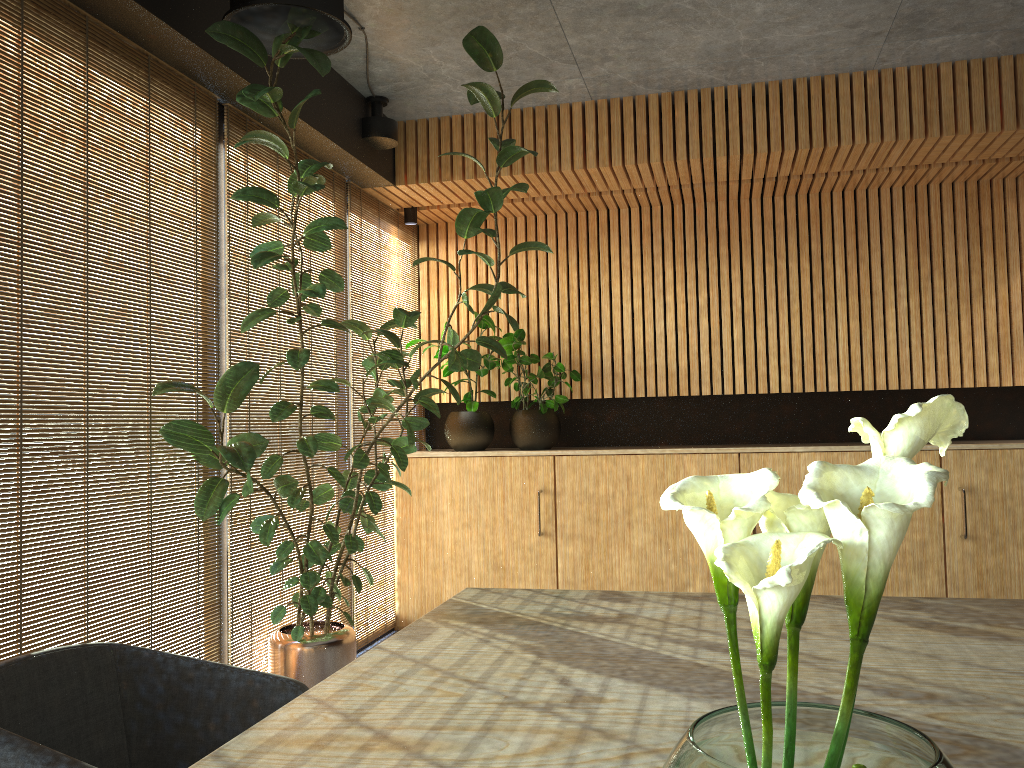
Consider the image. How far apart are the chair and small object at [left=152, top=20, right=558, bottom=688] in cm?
136

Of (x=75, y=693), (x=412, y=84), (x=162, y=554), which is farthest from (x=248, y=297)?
(x=162, y=554)

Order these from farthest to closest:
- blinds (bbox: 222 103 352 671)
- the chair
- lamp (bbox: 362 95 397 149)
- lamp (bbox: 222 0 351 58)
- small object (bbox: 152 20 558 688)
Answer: lamp (bbox: 362 95 397 149) → blinds (bbox: 222 103 352 671) → small object (bbox: 152 20 558 688) → lamp (bbox: 222 0 351 58) → the chair

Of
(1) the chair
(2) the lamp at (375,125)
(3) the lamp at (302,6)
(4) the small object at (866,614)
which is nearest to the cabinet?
(2) the lamp at (375,125)

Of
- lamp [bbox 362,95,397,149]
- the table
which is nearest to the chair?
the table

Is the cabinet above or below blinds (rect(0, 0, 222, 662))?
below

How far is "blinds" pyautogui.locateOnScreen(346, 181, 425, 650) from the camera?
5.8 meters

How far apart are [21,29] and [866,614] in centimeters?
340cm

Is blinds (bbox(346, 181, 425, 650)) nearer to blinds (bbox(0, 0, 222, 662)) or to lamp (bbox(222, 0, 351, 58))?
blinds (bbox(0, 0, 222, 662))

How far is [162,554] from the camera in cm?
811
